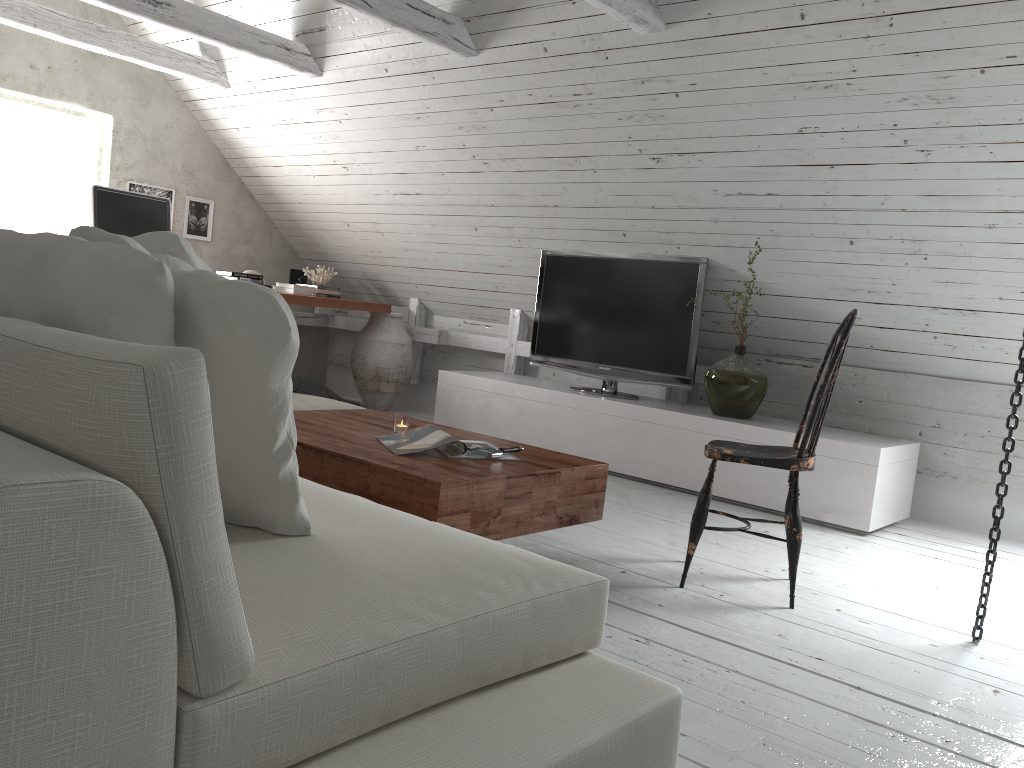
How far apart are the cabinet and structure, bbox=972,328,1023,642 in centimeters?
128cm

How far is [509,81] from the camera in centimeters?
435cm

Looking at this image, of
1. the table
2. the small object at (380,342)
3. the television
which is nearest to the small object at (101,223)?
the small object at (380,342)

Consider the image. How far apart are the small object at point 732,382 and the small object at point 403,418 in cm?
204

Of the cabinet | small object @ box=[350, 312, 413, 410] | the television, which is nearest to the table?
the cabinet

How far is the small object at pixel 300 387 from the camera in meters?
3.5

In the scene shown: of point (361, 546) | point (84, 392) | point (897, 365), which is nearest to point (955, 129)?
point (897, 365)

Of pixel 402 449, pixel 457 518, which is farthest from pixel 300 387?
pixel 457 518

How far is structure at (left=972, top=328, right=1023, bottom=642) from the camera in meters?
2.5 m

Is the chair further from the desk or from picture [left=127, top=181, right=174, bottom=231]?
picture [left=127, top=181, right=174, bottom=231]
